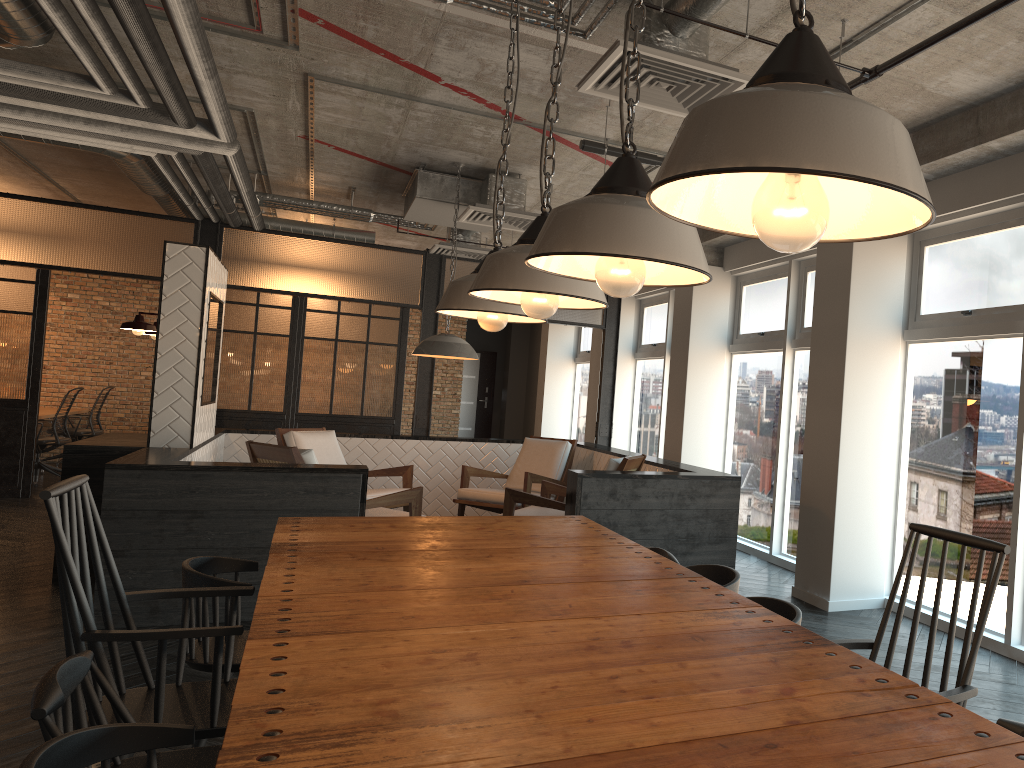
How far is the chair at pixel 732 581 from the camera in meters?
2.7 m

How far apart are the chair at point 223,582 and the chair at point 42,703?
0.6 meters

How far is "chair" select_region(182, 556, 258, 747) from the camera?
2.73m

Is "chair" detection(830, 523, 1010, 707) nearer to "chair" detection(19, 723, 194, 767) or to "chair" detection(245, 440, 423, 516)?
"chair" detection(19, 723, 194, 767)

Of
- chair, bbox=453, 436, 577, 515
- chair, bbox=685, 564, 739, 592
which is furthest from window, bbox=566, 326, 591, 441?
chair, bbox=685, 564, 739, 592

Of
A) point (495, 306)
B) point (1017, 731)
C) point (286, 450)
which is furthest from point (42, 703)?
point (286, 450)

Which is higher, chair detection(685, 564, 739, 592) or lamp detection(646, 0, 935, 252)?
lamp detection(646, 0, 935, 252)

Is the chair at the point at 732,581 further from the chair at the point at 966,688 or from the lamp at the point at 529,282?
the lamp at the point at 529,282

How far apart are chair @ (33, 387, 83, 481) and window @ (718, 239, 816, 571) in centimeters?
766cm

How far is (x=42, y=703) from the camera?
1.7 meters
